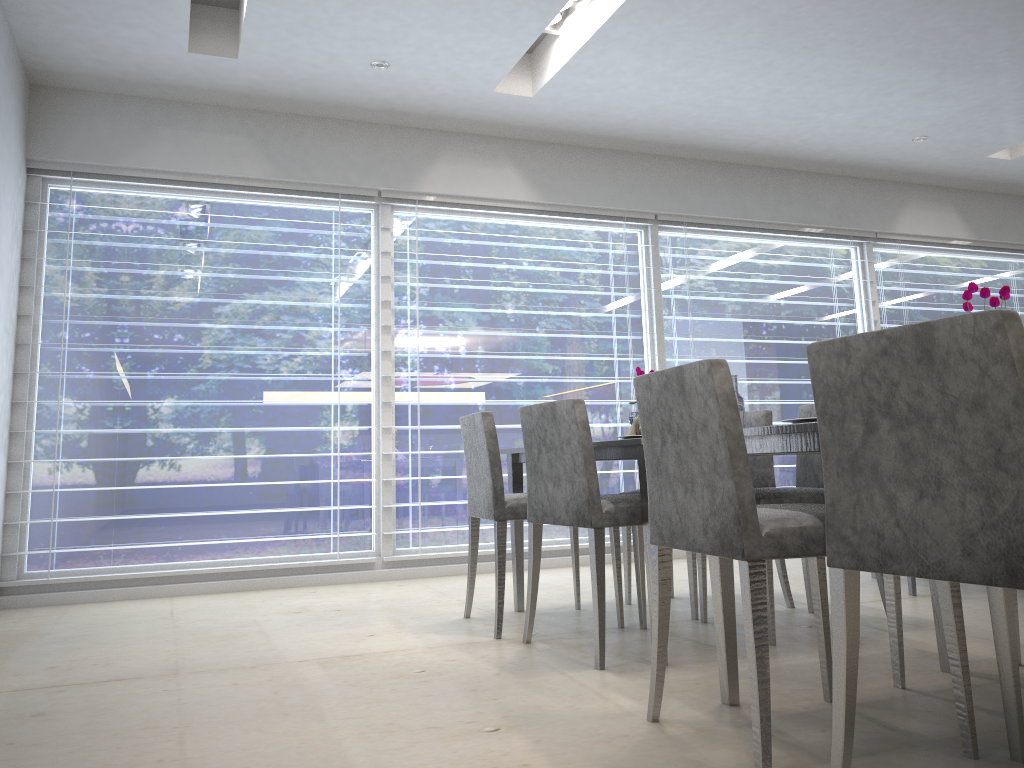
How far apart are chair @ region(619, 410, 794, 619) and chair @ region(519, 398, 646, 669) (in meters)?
0.26

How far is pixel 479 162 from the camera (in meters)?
5.11

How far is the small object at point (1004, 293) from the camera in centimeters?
176cm

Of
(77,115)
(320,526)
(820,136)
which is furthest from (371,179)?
(820,136)

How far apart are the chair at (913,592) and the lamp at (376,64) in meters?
3.3 m

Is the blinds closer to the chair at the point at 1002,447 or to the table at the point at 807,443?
the table at the point at 807,443

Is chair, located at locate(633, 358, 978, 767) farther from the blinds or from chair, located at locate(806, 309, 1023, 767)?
the blinds

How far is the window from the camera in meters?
4.4

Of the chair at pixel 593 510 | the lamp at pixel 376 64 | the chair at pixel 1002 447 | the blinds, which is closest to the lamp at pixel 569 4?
the lamp at pixel 376 64

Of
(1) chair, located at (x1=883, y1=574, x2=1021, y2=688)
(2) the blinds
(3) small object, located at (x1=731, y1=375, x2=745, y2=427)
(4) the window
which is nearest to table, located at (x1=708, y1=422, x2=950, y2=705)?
(1) chair, located at (x1=883, y1=574, x2=1021, y2=688)
